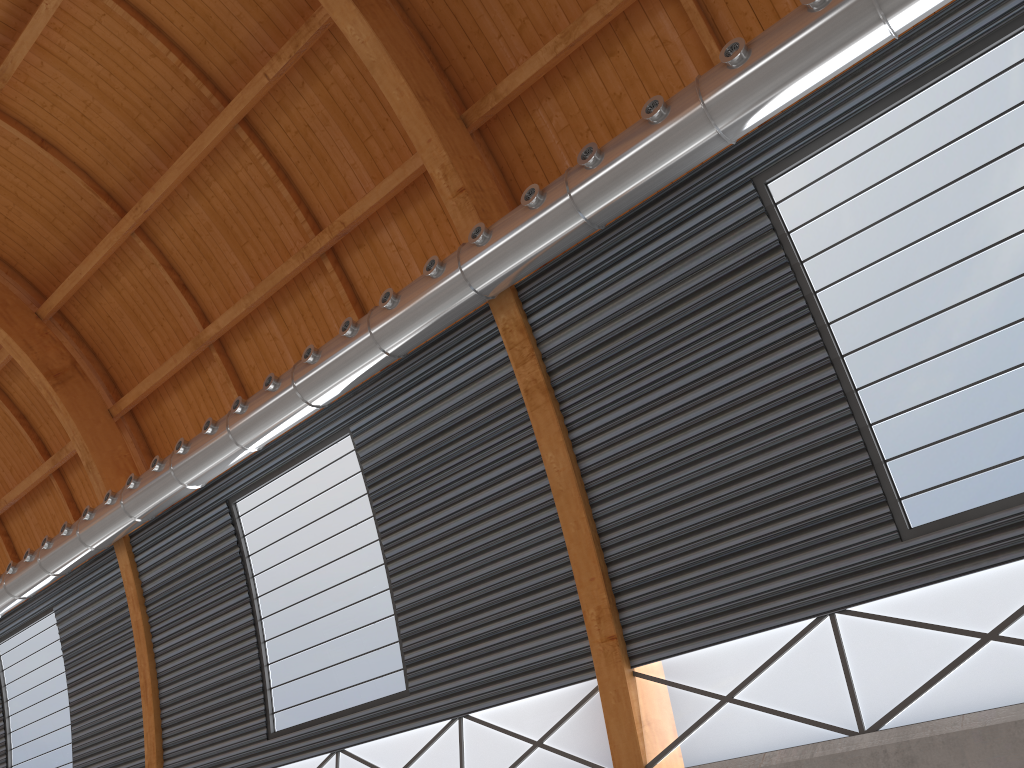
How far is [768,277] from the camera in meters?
15.1 m

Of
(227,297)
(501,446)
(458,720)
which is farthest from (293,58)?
(458,720)
